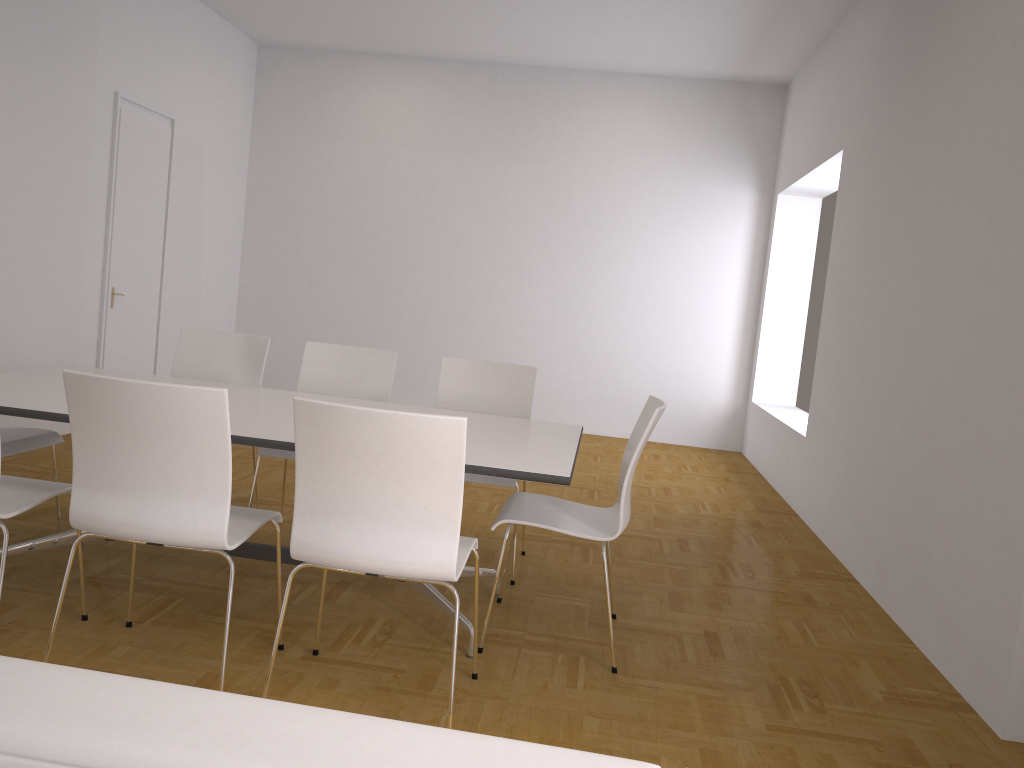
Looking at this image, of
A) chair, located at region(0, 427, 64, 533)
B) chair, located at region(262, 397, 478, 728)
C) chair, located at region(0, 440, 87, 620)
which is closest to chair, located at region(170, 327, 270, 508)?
chair, located at region(0, 427, 64, 533)

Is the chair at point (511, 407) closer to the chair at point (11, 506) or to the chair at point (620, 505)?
the chair at point (620, 505)

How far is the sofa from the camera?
0.7m

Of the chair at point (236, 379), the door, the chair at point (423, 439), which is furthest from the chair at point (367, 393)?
the door

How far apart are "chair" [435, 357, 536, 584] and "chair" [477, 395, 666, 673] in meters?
0.4

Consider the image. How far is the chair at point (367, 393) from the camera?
4.39m

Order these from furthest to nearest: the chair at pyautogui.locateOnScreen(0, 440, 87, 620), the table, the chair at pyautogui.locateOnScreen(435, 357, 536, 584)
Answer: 1. the chair at pyautogui.locateOnScreen(435, 357, 536, 584)
2. the table
3. the chair at pyautogui.locateOnScreen(0, 440, 87, 620)

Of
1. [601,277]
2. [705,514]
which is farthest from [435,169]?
[705,514]

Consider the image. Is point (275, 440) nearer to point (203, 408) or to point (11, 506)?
point (203, 408)

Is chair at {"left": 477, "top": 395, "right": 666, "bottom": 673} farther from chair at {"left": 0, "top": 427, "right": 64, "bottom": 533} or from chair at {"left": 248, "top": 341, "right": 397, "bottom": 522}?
chair at {"left": 0, "top": 427, "right": 64, "bottom": 533}
